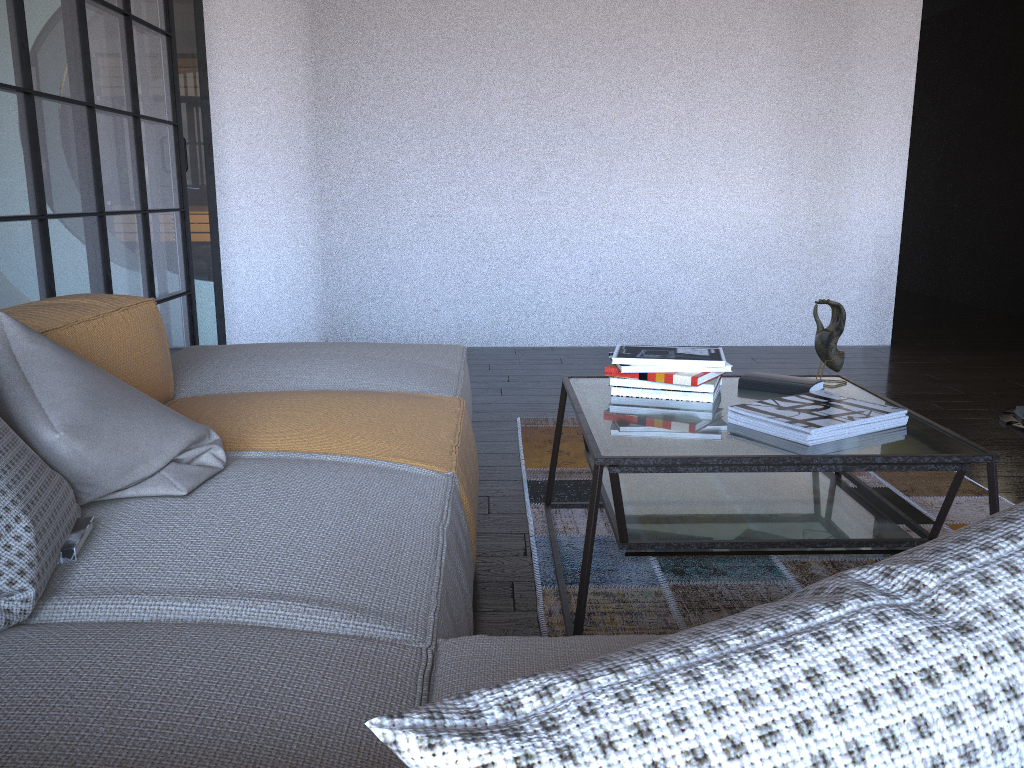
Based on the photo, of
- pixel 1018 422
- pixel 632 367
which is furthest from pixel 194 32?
pixel 1018 422

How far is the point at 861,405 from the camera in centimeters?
192cm

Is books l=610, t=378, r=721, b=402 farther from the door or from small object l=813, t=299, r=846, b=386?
the door

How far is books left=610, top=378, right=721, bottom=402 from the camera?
2.09m

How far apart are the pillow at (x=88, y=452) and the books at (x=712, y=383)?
1.0m

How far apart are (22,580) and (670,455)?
1.1m

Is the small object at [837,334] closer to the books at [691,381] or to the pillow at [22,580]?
the books at [691,381]

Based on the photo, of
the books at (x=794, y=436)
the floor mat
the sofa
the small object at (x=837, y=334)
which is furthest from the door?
the books at (x=794, y=436)

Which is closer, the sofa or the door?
the sofa

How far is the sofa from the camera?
0.83m
